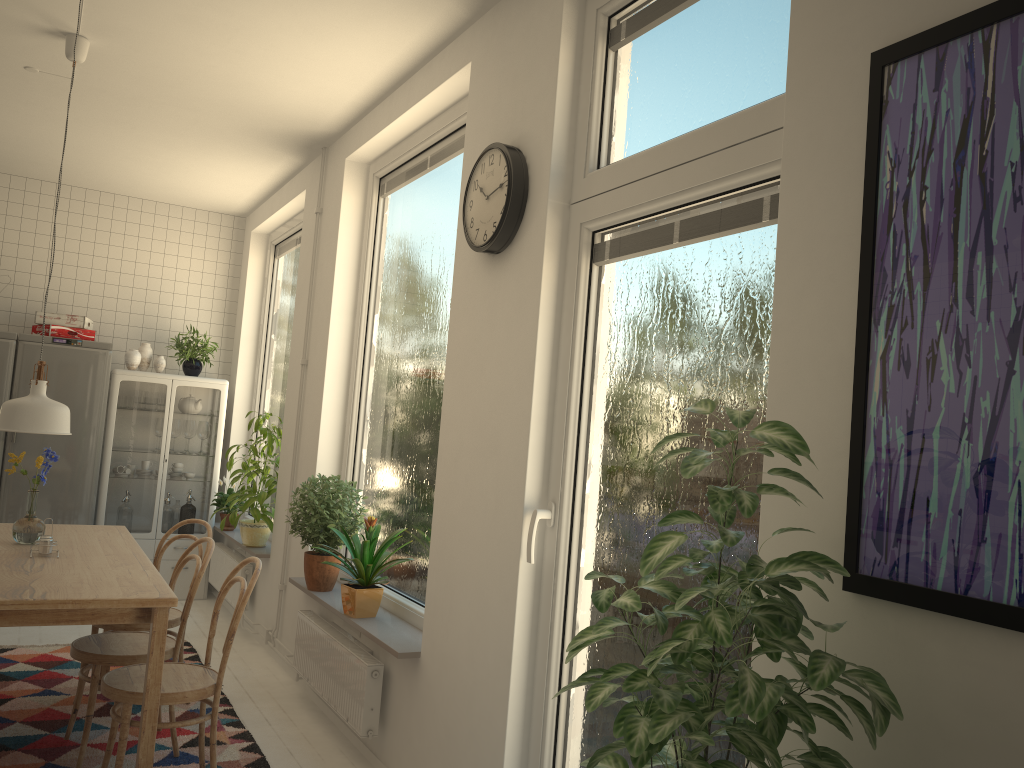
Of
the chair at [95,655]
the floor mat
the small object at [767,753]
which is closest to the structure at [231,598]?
the floor mat

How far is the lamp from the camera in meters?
2.9

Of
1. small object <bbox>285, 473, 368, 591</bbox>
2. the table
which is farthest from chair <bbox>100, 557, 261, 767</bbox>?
small object <bbox>285, 473, 368, 591</bbox>

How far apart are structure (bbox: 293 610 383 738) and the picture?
2.28m

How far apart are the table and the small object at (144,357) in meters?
2.4 m

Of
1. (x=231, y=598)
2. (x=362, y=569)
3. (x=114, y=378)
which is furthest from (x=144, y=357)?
(x=362, y=569)

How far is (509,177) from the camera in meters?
2.8 m

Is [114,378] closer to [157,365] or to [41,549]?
[157,365]

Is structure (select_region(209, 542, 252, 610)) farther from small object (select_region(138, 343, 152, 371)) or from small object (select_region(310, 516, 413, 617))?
small object (select_region(310, 516, 413, 617))

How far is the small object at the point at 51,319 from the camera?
5.98m
